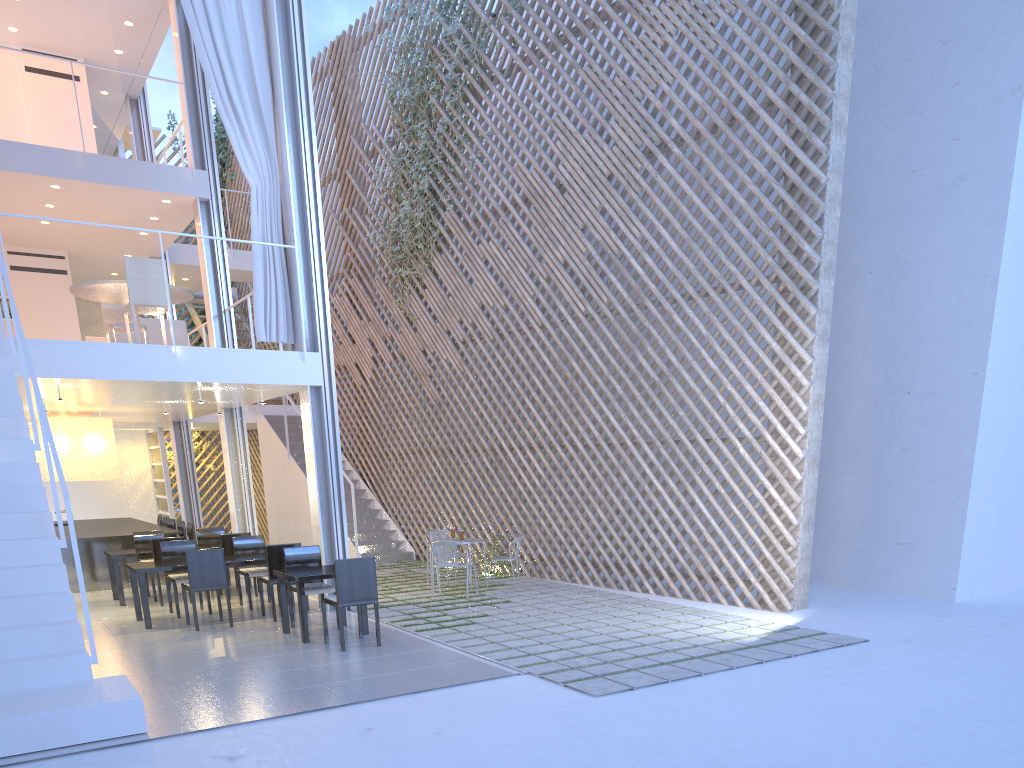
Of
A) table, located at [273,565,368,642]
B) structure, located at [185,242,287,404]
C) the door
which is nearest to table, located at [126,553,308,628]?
table, located at [273,565,368,642]

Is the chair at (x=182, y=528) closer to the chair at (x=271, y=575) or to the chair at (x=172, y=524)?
the chair at (x=172, y=524)

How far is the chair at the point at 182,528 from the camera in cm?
669

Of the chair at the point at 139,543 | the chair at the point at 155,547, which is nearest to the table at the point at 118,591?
the chair at the point at 155,547

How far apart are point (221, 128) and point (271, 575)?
7.1m

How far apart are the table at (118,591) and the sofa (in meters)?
1.36

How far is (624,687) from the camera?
2.9 meters

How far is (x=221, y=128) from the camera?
9.9 meters

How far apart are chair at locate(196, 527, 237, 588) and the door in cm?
408

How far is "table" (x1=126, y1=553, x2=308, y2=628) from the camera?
4.3 meters
